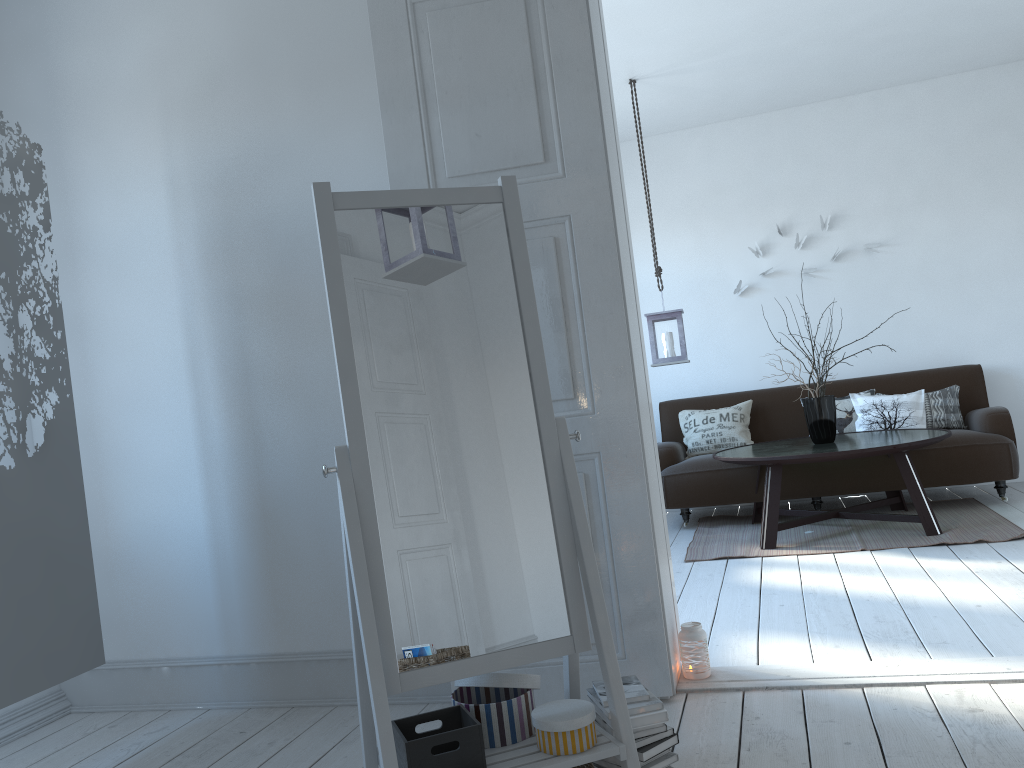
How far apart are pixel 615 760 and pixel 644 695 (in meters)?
0.17

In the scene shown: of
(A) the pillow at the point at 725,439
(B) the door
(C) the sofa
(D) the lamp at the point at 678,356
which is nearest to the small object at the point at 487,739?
(B) the door

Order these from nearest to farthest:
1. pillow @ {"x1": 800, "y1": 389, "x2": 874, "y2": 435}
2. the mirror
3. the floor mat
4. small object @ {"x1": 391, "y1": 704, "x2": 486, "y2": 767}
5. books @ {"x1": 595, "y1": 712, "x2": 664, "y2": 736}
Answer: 1. small object @ {"x1": 391, "y1": 704, "x2": 486, "y2": 767}
2. the mirror
3. books @ {"x1": 595, "y1": 712, "x2": 664, "y2": 736}
4. the floor mat
5. pillow @ {"x1": 800, "y1": 389, "x2": 874, "y2": 435}

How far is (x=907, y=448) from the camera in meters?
4.5 m

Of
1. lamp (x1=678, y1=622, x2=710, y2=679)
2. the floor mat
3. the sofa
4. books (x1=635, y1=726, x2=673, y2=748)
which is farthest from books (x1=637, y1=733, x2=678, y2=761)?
the sofa

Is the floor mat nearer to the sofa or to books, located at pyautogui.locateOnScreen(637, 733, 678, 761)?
the sofa

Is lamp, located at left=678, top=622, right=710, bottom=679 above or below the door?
below

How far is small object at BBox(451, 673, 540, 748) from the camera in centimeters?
199cm

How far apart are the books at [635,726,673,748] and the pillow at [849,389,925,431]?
4.16m

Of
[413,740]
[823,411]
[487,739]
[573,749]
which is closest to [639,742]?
[573,749]
